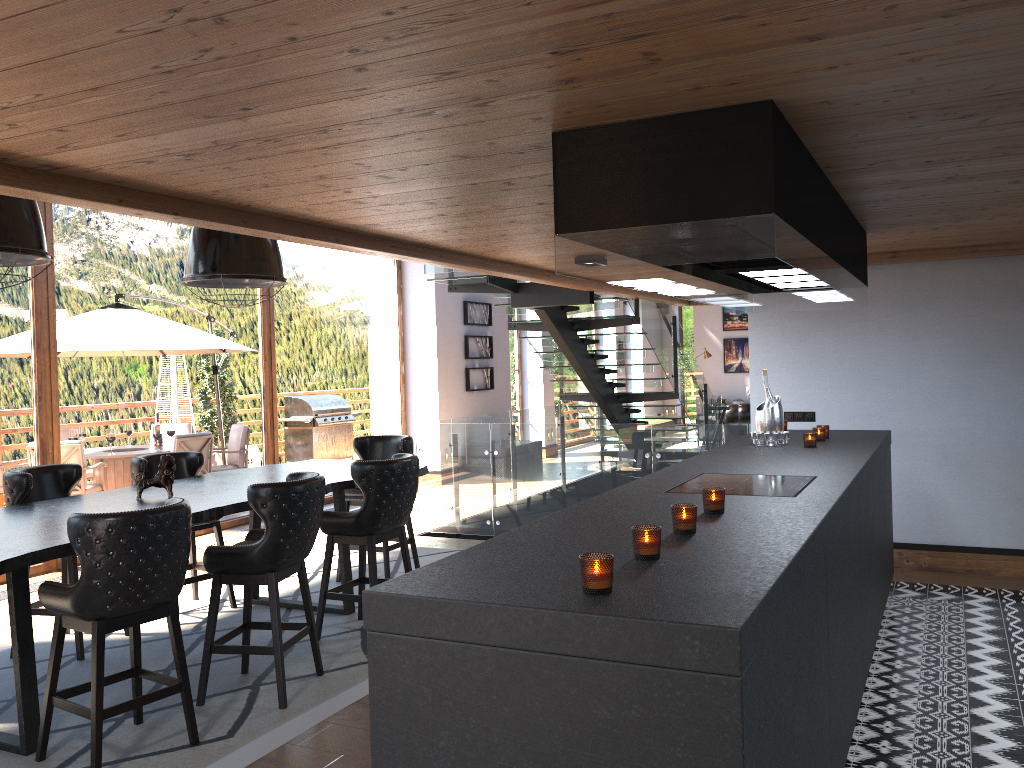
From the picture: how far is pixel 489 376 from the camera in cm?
1344

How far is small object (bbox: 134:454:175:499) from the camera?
5.0 meters

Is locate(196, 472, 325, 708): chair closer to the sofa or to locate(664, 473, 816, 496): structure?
locate(664, 473, 816, 496): structure

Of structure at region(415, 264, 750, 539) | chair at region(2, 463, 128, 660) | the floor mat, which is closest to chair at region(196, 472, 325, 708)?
the floor mat

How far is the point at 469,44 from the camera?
2.1m

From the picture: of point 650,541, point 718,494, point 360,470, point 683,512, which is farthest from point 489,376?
point 650,541

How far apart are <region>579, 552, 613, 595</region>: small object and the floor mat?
2.4 meters

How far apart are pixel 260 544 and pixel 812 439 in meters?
3.0 m

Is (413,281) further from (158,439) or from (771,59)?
(771,59)

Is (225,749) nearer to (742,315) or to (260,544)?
(260,544)
